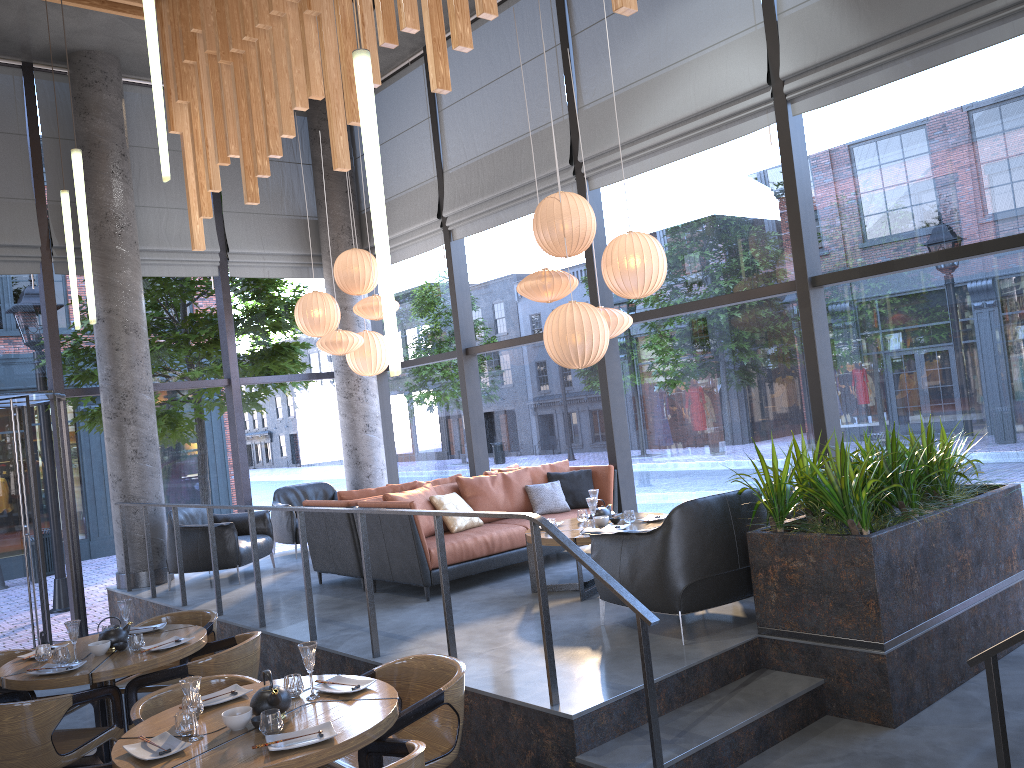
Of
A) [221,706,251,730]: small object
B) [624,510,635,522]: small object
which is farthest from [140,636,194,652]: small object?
[624,510,635,522]: small object

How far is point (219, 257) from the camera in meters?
10.0 m

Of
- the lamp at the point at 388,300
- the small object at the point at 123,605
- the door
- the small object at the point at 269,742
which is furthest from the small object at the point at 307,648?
the door

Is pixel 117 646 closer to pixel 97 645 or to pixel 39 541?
pixel 97 645

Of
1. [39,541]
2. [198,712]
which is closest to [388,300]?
[198,712]

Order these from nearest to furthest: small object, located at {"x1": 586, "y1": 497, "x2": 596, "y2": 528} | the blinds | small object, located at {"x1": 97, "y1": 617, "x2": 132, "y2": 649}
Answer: small object, located at {"x1": 97, "y1": 617, "x2": 132, "y2": 649} → the blinds → small object, located at {"x1": 586, "y1": 497, "x2": 596, "y2": 528}

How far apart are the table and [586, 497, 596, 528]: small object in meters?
0.2

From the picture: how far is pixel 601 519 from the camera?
6.29m

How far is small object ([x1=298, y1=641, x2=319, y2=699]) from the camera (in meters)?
3.70

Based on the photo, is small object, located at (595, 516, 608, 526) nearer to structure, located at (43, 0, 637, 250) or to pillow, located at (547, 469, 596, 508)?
pillow, located at (547, 469, 596, 508)
